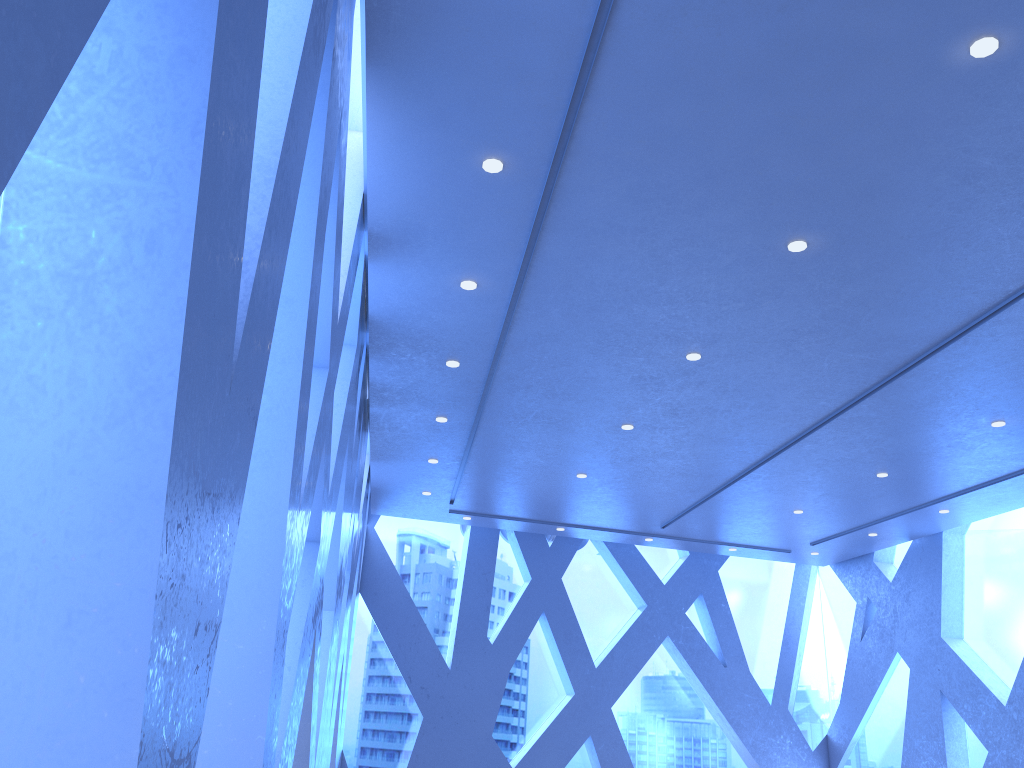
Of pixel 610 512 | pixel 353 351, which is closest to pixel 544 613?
pixel 610 512
